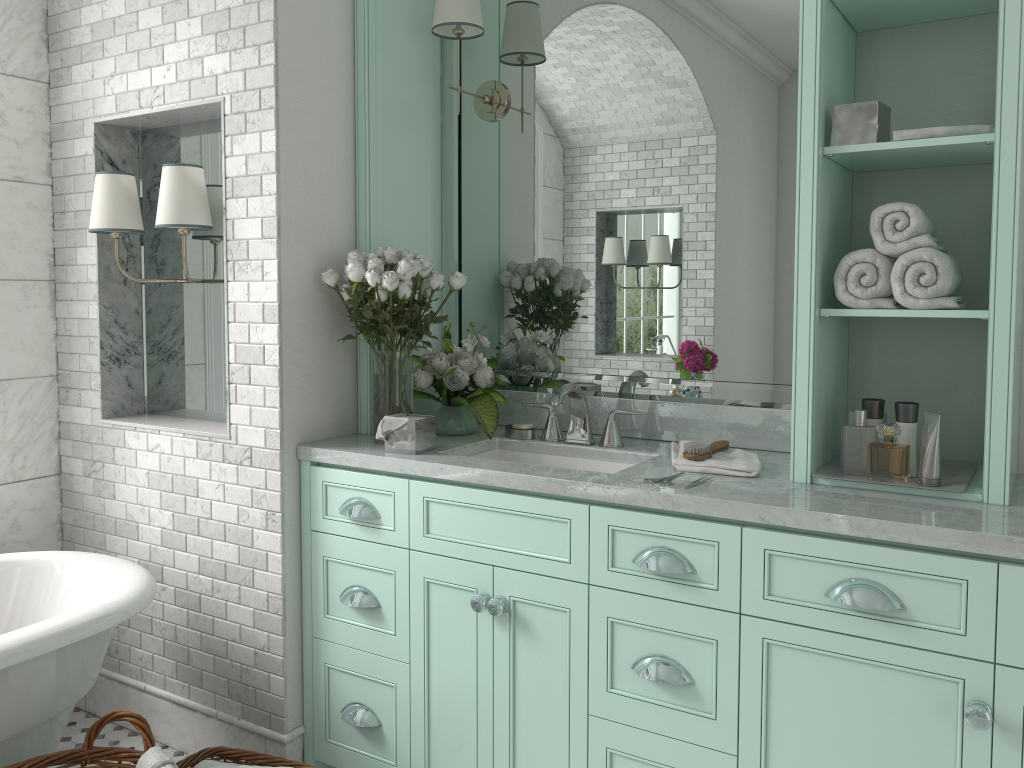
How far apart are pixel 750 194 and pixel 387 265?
1.17m

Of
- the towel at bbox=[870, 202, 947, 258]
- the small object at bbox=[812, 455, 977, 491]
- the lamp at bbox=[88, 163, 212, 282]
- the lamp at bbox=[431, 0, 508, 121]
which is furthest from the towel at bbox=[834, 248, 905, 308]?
the lamp at bbox=[88, 163, 212, 282]

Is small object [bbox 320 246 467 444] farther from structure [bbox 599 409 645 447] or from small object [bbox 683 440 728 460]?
small object [bbox 683 440 728 460]

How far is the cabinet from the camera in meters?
1.9 m

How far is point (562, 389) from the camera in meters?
2.8

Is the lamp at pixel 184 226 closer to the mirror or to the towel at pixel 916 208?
the mirror

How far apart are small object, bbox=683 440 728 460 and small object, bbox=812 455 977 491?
0.3 meters

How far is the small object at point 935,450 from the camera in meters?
2.2

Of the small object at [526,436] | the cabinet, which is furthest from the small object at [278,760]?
the small object at [526,436]

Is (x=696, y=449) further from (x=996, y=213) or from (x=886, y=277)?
(x=996, y=213)
